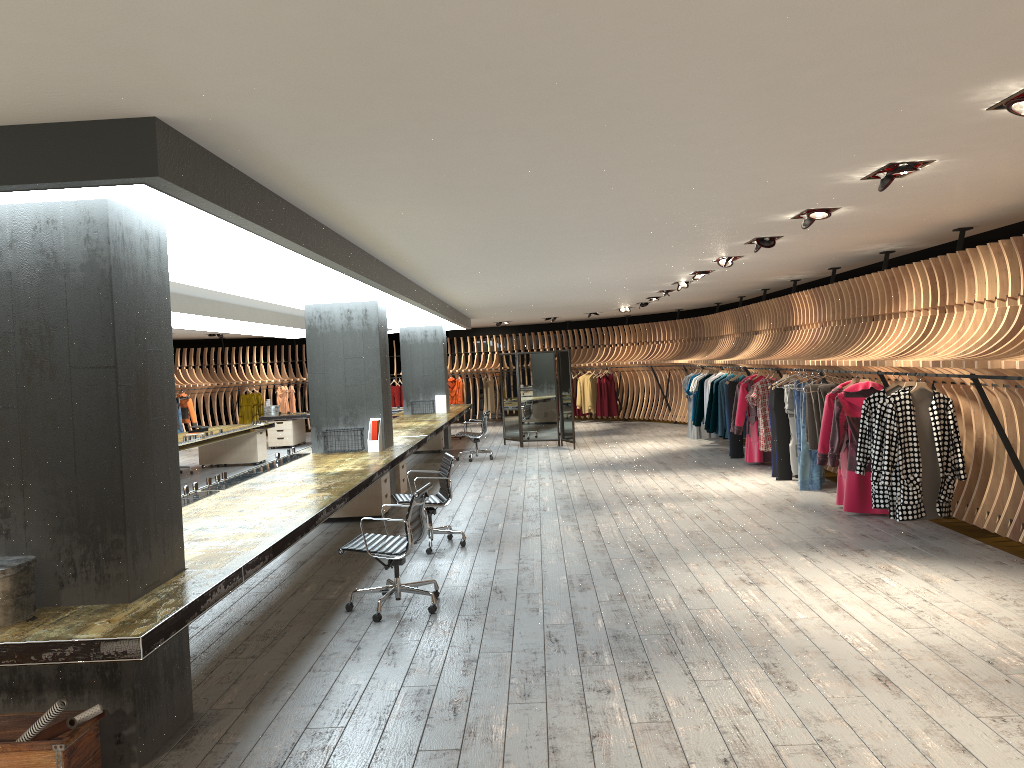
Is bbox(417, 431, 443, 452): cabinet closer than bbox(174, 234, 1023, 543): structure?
No

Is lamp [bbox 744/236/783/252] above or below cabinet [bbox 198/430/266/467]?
above

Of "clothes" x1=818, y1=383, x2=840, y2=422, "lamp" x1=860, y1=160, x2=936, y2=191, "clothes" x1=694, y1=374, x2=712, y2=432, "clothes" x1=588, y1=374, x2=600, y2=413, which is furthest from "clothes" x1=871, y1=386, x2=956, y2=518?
"clothes" x1=588, y1=374, x2=600, y2=413

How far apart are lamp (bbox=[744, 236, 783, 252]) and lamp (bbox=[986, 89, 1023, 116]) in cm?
439

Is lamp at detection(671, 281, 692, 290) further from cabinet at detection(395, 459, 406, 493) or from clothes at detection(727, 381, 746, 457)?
cabinet at detection(395, 459, 406, 493)

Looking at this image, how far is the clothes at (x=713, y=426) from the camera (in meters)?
14.79

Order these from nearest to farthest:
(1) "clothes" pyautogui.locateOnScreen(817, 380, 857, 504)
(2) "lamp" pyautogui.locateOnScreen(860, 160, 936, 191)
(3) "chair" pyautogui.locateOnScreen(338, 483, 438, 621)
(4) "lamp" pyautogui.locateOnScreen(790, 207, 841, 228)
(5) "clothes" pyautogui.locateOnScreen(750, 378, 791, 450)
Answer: (2) "lamp" pyautogui.locateOnScreen(860, 160, 936, 191)
(3) "chair" pyautogui.locateOnScreen(338, 483, 438, 621)
(4) "lamp" pyautogui.locateOnScreen(790, 207, 841, 228)
(1) "clothes" pyautogui.locateOnScreen(817, 380, 857, 504)
(5) "clothes" pyautogui.locateOnScreen(750, 378, 791, 450)

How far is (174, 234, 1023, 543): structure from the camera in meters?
7.3

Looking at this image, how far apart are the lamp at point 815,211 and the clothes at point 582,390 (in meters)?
16.25

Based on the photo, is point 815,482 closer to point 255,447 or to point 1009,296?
point 1009,296
